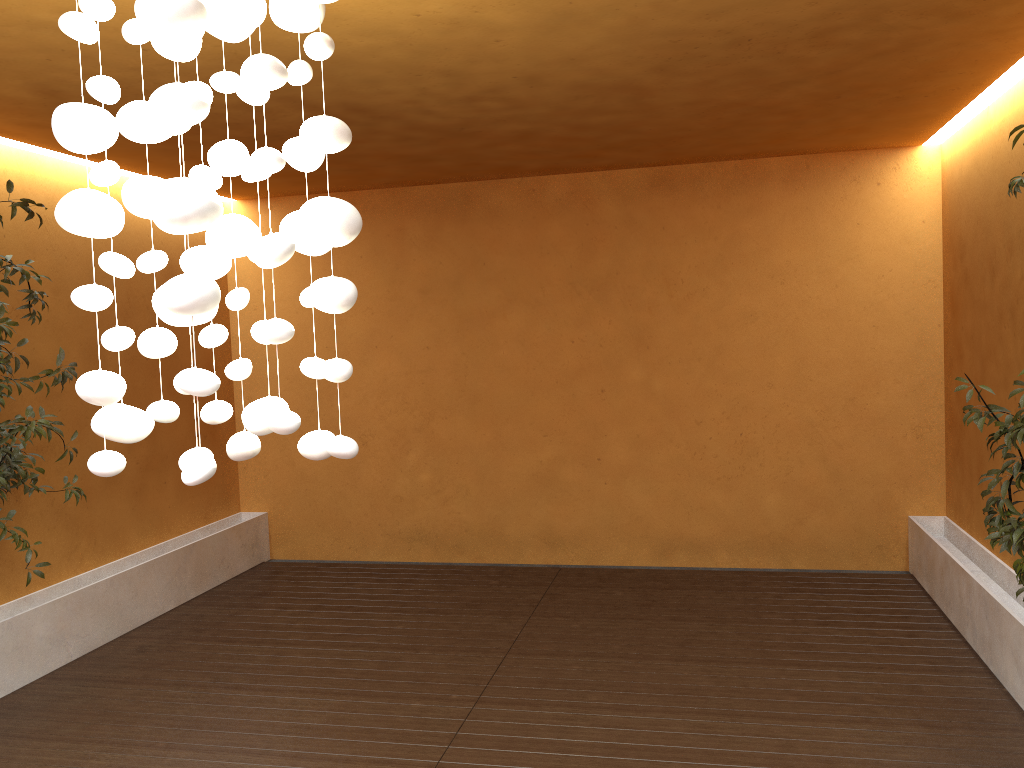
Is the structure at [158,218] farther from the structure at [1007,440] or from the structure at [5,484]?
the structure at [5,484]

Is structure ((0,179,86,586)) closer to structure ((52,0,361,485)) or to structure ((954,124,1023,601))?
structure ((52,0,361,485))

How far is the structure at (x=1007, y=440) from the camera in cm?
326

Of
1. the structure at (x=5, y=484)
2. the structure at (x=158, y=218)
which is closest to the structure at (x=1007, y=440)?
the structure at (x=158, y=218)

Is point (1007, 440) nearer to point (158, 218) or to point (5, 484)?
point (158, 218)

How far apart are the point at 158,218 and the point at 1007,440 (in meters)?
2.97

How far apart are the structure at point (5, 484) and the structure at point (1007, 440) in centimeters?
447cm

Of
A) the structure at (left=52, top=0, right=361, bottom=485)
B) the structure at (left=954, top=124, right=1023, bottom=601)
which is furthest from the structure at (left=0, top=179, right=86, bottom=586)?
the structure at (left=954, top=124, right=1023, bottom=601)

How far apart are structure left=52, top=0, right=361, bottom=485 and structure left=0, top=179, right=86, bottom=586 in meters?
2.7 m

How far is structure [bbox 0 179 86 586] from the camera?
4.5 meters
